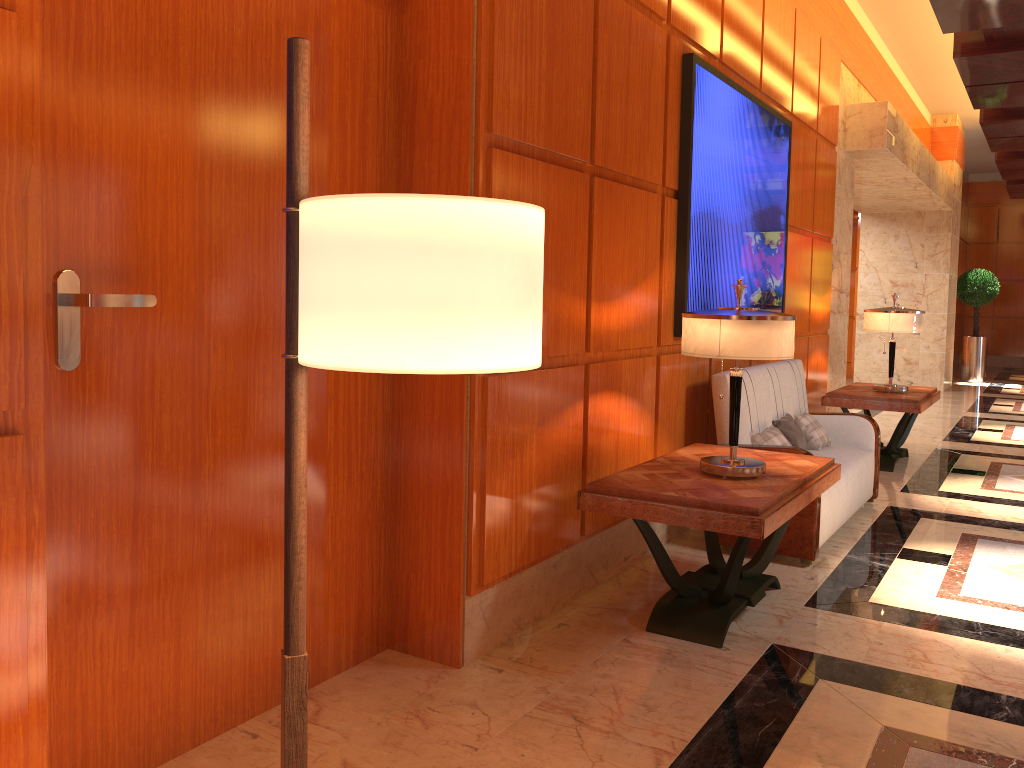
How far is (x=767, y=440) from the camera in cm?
482

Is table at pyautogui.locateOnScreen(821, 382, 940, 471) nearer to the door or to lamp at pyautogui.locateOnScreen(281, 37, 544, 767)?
the door

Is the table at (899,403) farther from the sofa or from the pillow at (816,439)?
the pillow at (816,439)

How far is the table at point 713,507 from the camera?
3.2m

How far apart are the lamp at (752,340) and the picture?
1.0 meters

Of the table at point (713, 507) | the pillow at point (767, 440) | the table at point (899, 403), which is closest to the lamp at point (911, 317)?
the table at point (899, 403)

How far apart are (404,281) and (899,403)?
6.6m

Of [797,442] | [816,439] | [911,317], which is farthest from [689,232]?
[911,317]

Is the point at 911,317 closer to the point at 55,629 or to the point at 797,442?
the point at 797,442

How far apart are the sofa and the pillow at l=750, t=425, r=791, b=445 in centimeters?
4cm
